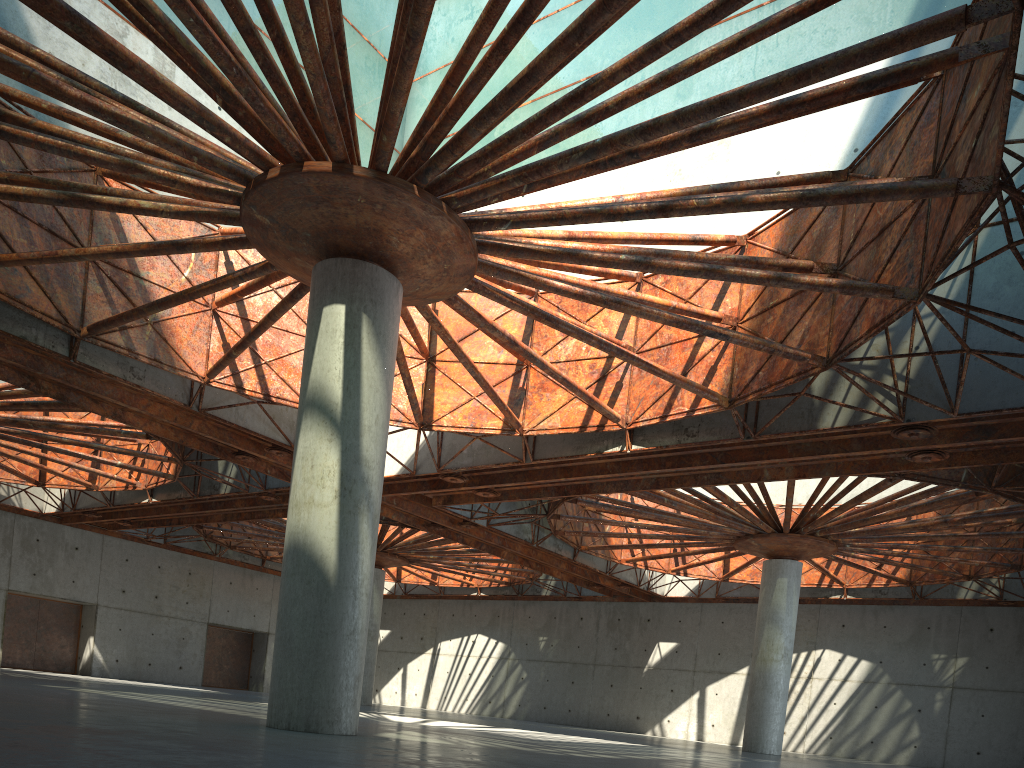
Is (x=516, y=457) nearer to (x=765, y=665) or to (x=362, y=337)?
(x=362, y=337)

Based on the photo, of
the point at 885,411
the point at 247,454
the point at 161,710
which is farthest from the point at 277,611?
the point at 247,454
